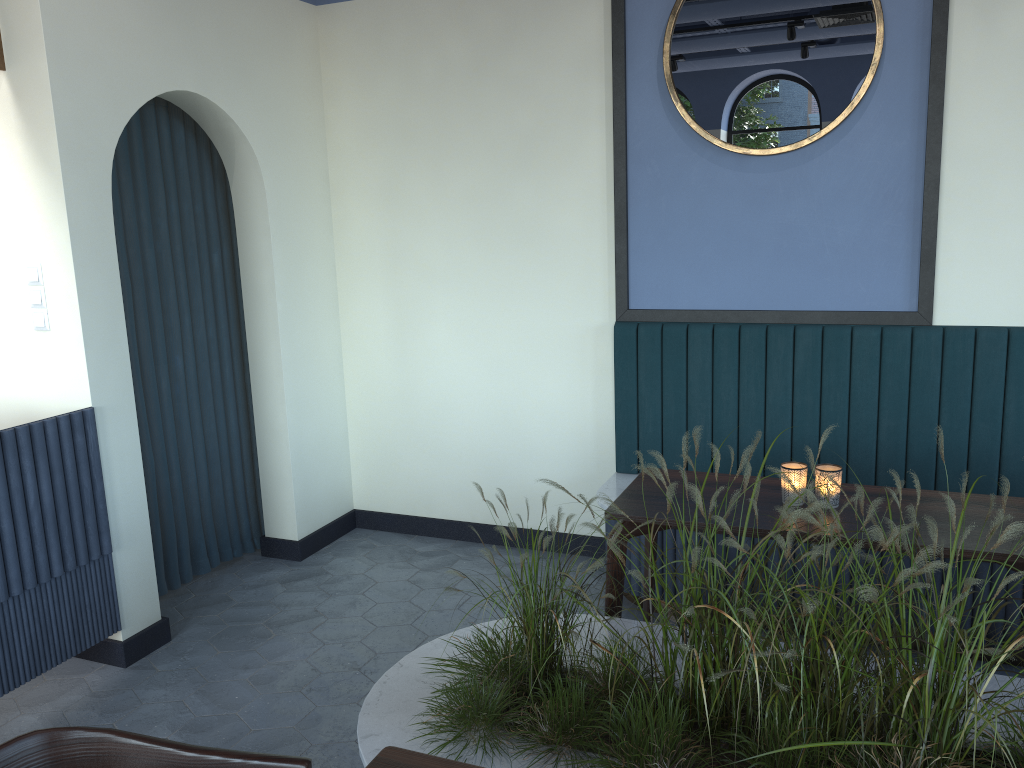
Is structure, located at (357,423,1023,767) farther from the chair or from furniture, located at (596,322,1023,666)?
furniture, located at (596,322,1023,666)

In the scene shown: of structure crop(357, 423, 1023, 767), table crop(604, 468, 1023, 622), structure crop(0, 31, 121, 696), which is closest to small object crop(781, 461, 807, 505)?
table crop(604, 468, 1023, 622)

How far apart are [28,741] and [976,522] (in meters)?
2.35

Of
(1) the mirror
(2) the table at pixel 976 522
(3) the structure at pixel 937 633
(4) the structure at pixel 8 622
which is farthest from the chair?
(1) the mirror

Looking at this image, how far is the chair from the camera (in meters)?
1.55

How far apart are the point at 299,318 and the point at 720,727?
2.97m

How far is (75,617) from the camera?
3.2 meters

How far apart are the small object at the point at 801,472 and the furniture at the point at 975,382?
0.82m

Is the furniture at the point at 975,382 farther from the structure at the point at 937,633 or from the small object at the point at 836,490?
the structure at the point at 937,633

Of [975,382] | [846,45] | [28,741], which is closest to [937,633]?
[28,741]
